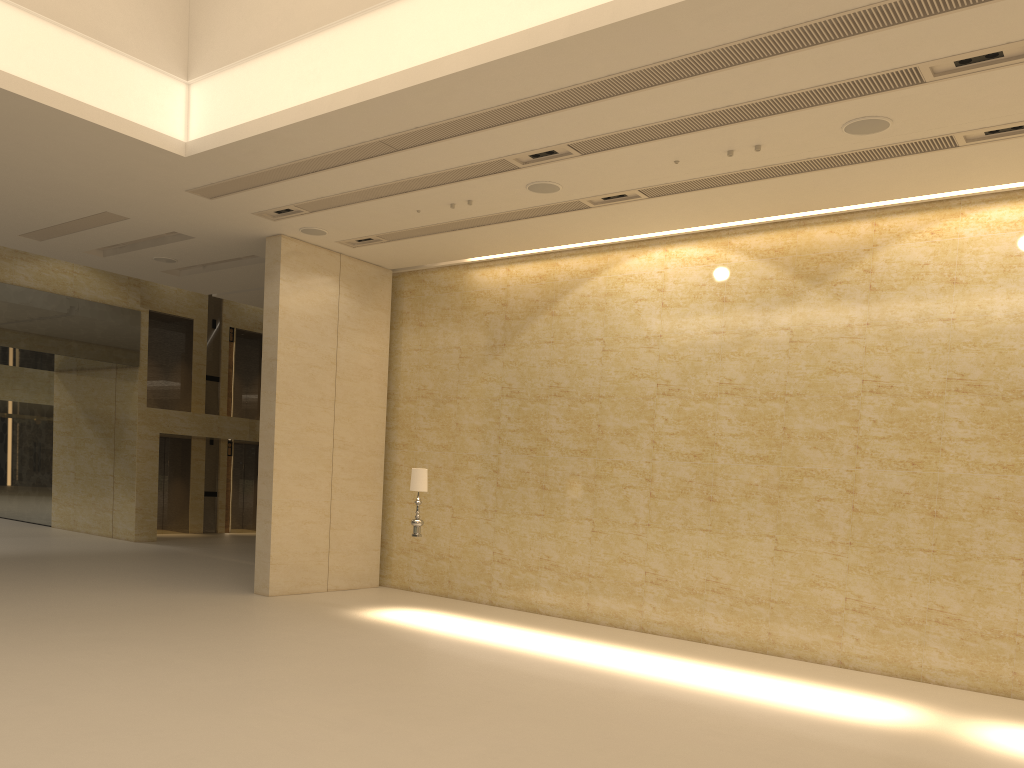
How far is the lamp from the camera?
12.82m

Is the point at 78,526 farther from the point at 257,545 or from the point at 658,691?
the point at 658,691

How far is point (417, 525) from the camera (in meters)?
12.82

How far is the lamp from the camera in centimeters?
1282cm
